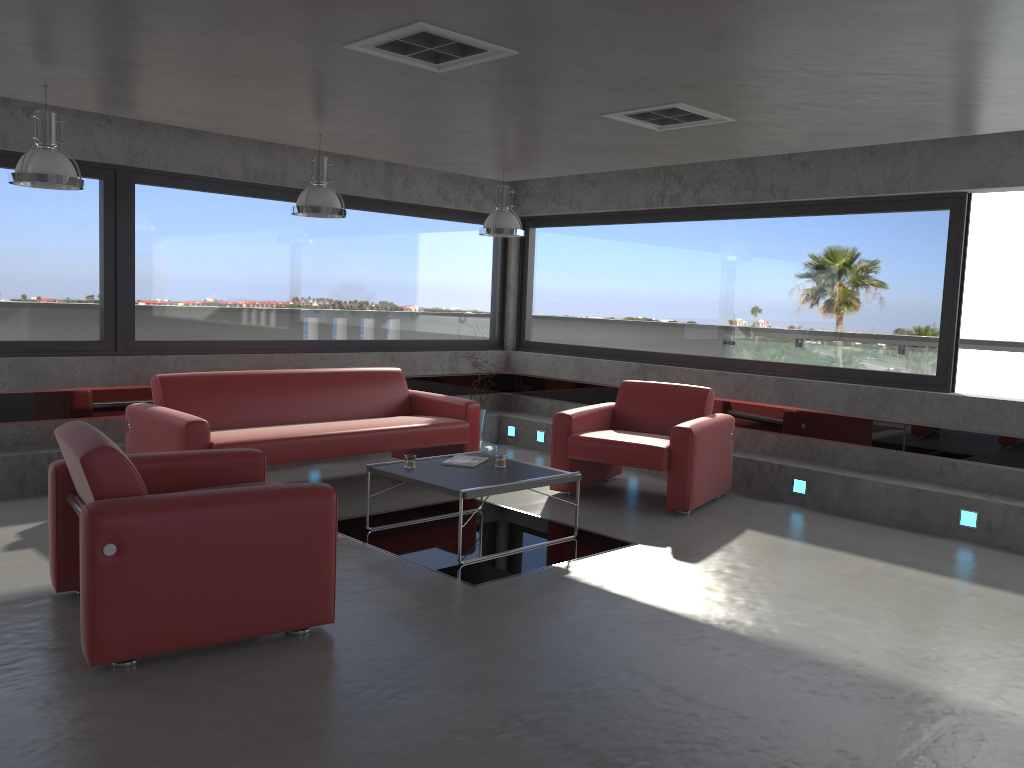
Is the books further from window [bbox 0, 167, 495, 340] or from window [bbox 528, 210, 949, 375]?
window [bbox 528, 210, 949, 375]

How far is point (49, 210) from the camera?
6.70m

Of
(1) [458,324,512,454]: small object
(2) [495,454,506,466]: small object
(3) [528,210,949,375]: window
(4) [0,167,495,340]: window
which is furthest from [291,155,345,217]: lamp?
(3) [528,210,949,375]: window

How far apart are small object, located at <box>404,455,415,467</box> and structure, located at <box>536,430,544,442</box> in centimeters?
348cm

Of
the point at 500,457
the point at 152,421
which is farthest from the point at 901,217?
the point at 152,421

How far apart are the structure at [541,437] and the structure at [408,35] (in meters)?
5.22

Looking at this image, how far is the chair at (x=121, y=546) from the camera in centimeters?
347cm

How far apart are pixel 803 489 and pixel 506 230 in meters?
3.2 m

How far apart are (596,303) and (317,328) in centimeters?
287cm

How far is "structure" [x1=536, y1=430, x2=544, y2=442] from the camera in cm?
909
